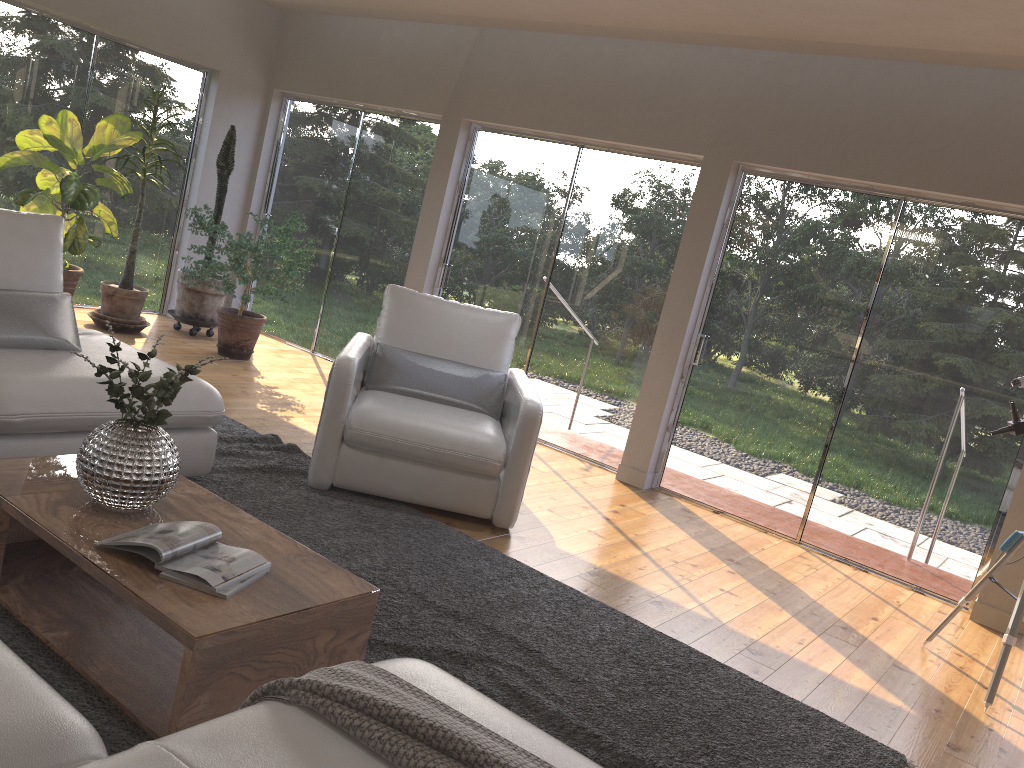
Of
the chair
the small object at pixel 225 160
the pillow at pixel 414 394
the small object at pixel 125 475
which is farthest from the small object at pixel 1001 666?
the small object at pixel 225 160

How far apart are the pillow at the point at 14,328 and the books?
1.5 meters

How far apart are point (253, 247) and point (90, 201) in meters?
1.1

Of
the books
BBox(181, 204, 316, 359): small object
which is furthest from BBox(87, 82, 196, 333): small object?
the books

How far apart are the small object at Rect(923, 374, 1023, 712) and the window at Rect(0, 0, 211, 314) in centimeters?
645cm

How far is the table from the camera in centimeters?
208cm

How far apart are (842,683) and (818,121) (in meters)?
3.23

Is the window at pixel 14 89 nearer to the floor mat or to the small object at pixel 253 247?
the small object at pixel 253 247

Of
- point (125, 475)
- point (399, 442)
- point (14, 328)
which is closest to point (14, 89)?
point (14, 328)

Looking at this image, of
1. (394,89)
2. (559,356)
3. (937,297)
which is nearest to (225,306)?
(394,89)
